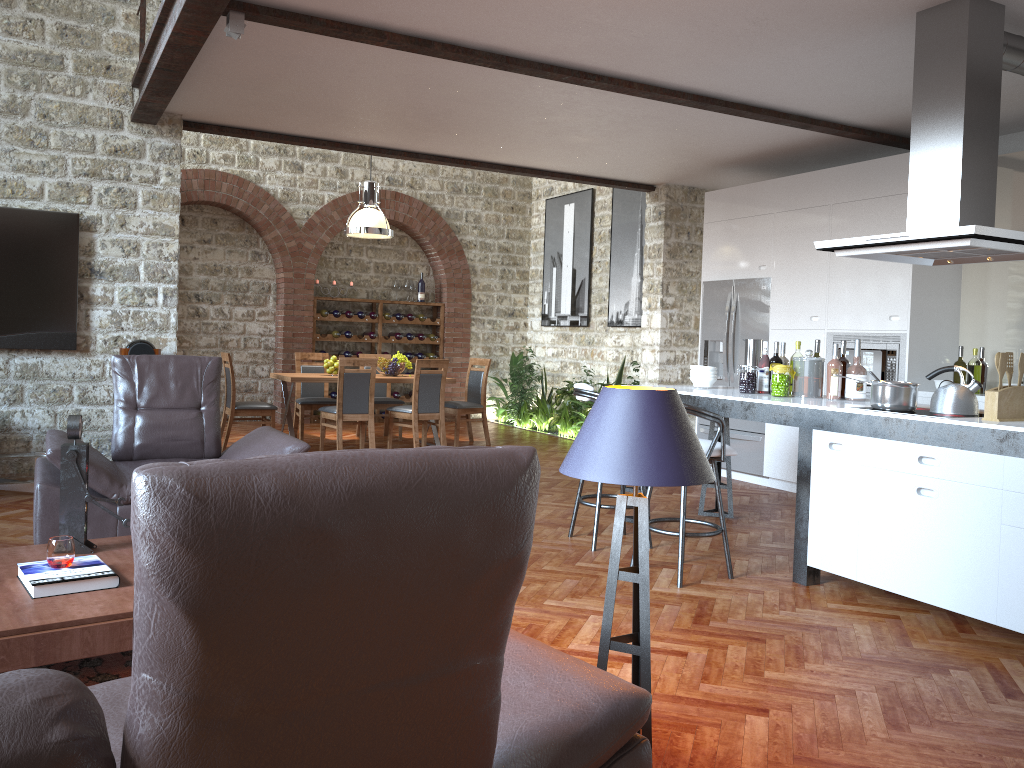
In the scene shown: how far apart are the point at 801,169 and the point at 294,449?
5.73m

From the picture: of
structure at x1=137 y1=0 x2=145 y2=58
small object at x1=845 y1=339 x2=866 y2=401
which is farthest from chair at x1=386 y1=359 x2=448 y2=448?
small object at x1=845 y1=339 x2=866 y2=401

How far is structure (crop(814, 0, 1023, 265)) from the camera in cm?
415

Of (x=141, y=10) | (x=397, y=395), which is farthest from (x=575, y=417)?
(x=141, y=10)

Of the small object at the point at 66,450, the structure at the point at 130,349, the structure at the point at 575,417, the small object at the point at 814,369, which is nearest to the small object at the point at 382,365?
the structure at the point at 575,417

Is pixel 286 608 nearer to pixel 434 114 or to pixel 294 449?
pixel 294 449

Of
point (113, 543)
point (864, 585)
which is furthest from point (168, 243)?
point (864, 585)

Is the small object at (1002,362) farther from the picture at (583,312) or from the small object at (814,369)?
the picture at (583,312)

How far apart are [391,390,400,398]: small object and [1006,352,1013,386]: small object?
9.30m

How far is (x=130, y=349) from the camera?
6.46m
